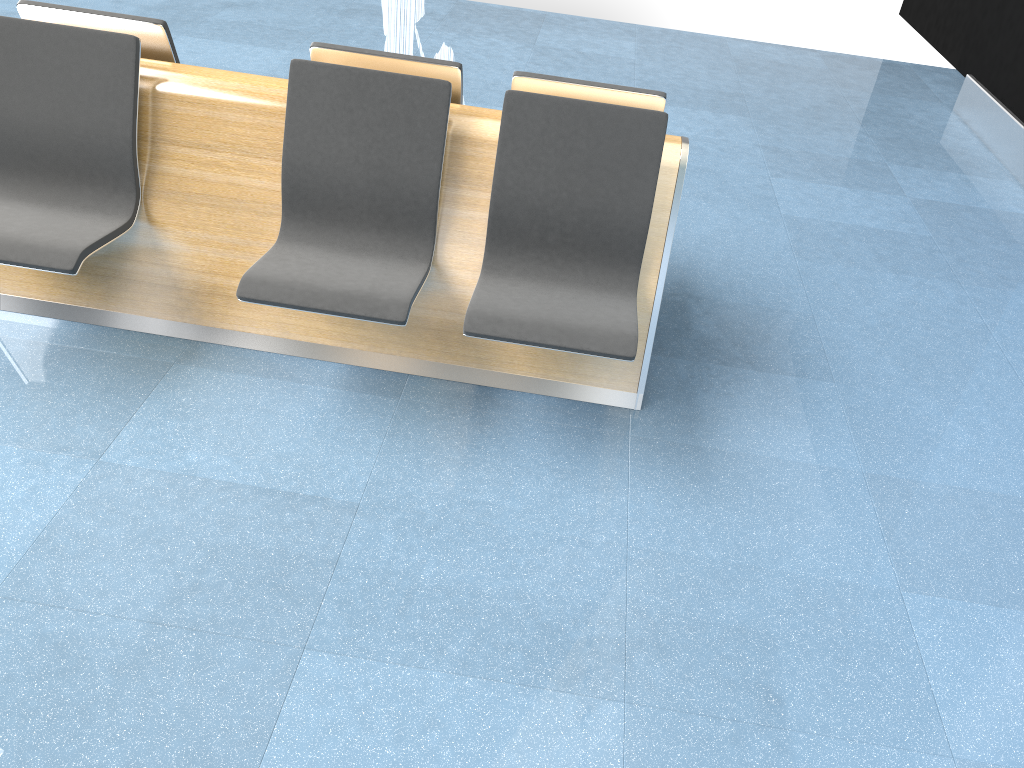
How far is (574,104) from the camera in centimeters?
263cm

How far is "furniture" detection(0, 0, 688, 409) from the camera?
2.6 meters

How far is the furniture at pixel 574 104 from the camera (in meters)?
2.63
